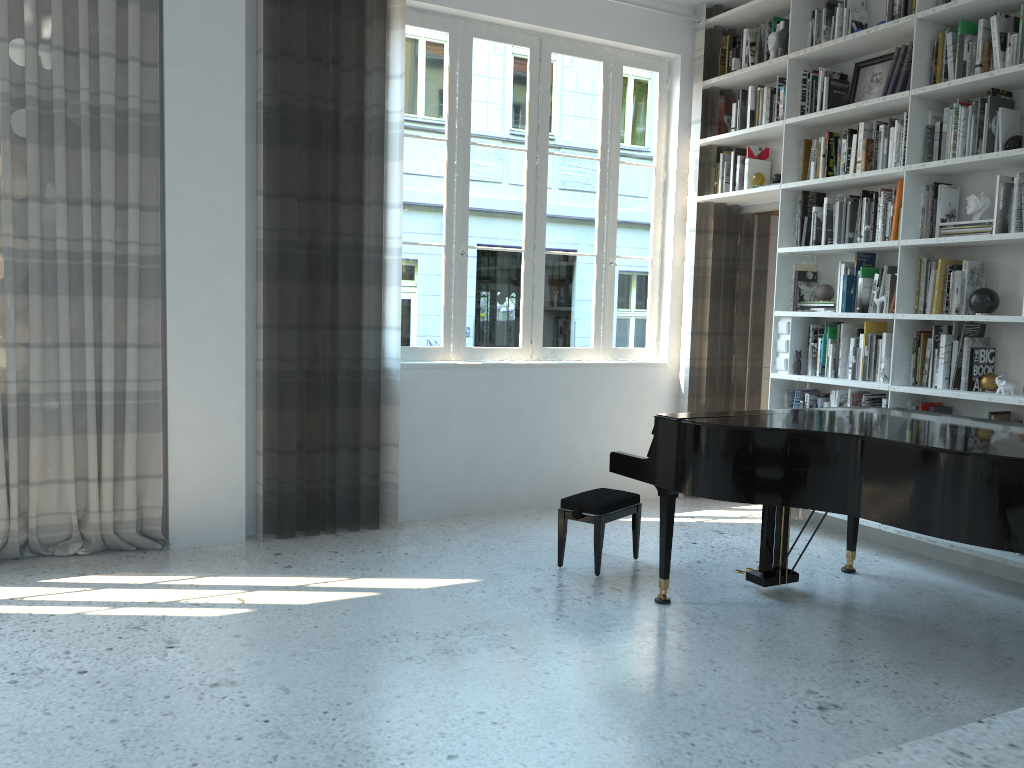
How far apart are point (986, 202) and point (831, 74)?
1.3 meters

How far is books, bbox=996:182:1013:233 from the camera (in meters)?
4.10

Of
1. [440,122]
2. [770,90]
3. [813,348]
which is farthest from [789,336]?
[440,122]

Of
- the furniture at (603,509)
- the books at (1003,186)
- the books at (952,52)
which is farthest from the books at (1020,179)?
the furniture at (603,509)

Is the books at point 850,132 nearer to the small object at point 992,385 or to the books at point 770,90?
the books at point 770,90

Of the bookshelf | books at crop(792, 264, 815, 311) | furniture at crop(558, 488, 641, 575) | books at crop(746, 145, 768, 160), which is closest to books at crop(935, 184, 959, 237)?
the bookshelf

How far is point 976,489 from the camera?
2.9 meters

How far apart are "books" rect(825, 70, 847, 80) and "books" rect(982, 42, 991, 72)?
0.95m

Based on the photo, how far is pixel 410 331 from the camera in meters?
5.2

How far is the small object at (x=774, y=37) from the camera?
5.3 meters
